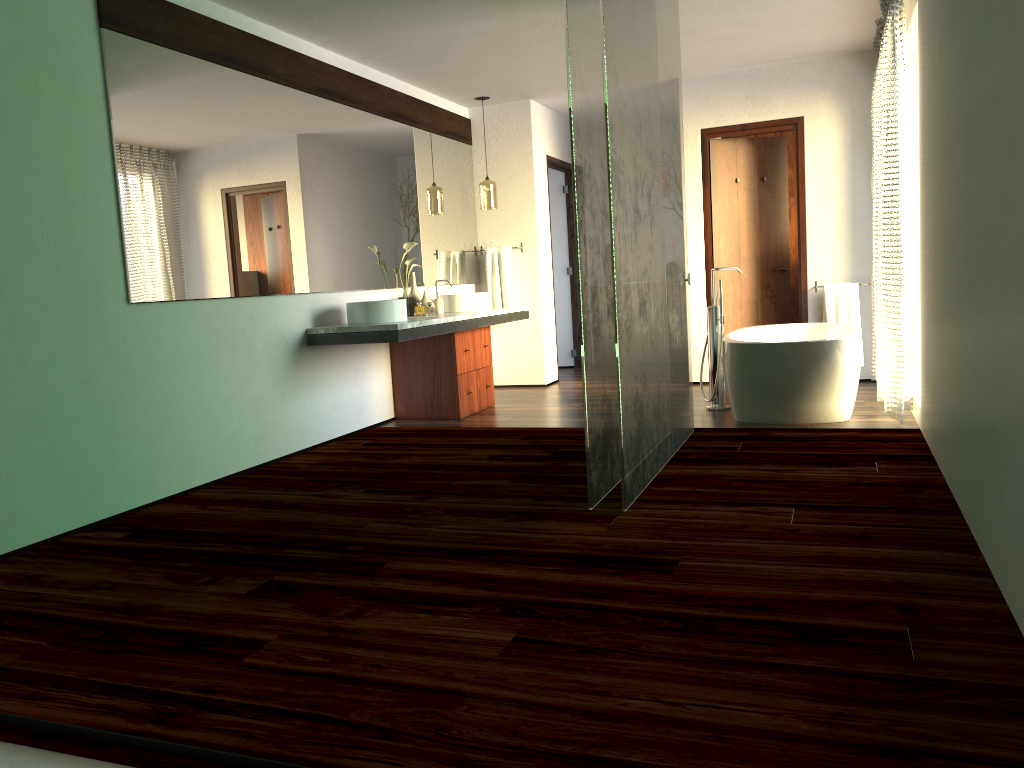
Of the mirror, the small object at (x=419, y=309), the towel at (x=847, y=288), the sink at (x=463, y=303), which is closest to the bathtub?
the towel at (x=847, y=288)

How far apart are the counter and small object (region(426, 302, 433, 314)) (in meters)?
8.34

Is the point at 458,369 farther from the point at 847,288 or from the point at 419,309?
the point at 847,288

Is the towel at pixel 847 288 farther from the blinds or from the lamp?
the lamp

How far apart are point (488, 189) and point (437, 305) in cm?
137

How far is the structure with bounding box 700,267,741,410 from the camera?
5.6 meters

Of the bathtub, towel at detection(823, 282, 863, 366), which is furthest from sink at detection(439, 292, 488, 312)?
towel at detection(823, 282, 863, 366)

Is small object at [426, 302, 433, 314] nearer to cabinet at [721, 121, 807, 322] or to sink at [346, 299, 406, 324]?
cabinet at [721, 121, 807, 322]

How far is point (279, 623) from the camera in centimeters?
239cm

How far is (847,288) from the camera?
6.45m
